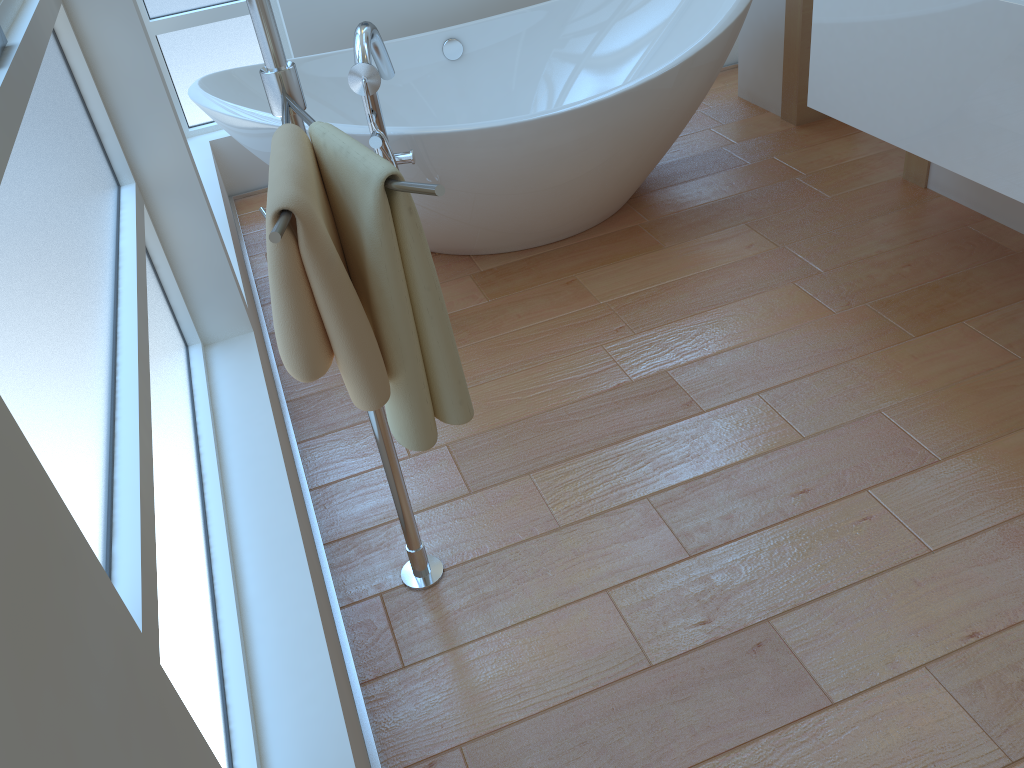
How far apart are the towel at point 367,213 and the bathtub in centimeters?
109cm

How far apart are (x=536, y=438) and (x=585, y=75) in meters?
1.8 m

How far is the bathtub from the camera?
2.4m

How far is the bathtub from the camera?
2.4 meters

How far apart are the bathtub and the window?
0.44m

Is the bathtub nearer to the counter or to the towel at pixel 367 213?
the counter

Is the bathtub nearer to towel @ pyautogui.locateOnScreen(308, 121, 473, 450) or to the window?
the window

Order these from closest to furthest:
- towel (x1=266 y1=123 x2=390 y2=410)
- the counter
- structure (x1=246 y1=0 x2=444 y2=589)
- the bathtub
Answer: towel (x1=266 y1=123 x2=390 y2=410) < structure (x1=246 y1=0 x2=444 y2=589) < the counter < the bathtub

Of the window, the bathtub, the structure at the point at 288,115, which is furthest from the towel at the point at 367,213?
the bathtub

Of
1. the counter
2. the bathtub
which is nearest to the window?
the bathtub
